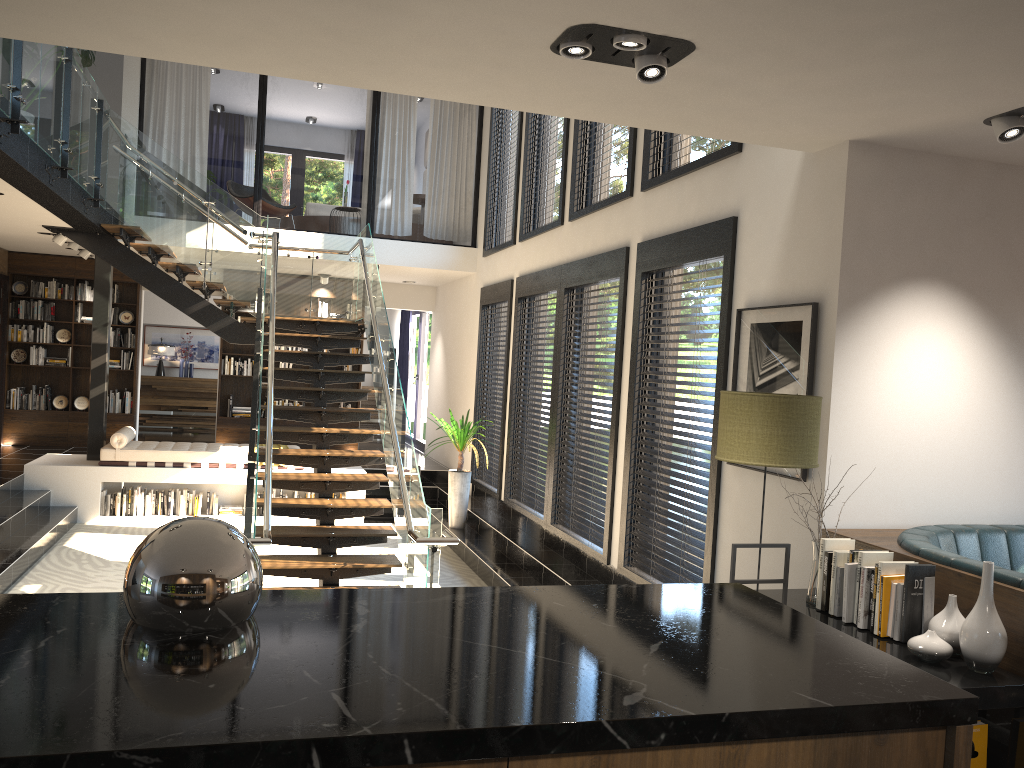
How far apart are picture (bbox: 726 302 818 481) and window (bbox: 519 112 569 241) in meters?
3.5

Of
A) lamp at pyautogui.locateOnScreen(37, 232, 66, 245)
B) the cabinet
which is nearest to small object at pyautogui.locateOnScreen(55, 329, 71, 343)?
lamp at pyautogui.locateOnScreen(37, 232, 66, 245)

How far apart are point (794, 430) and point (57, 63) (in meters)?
6.17

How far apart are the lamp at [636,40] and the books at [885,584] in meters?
2.2 m

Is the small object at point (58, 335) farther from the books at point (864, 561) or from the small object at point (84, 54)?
the books at point (864, 561)

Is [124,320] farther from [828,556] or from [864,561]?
[864,561]

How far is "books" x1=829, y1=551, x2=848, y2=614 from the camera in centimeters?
383cm

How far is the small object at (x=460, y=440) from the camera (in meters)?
9.87

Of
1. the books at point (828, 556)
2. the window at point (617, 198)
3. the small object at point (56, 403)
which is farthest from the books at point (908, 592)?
the small object at point (56, 403)

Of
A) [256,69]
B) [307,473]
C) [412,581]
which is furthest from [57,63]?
[412,581]
